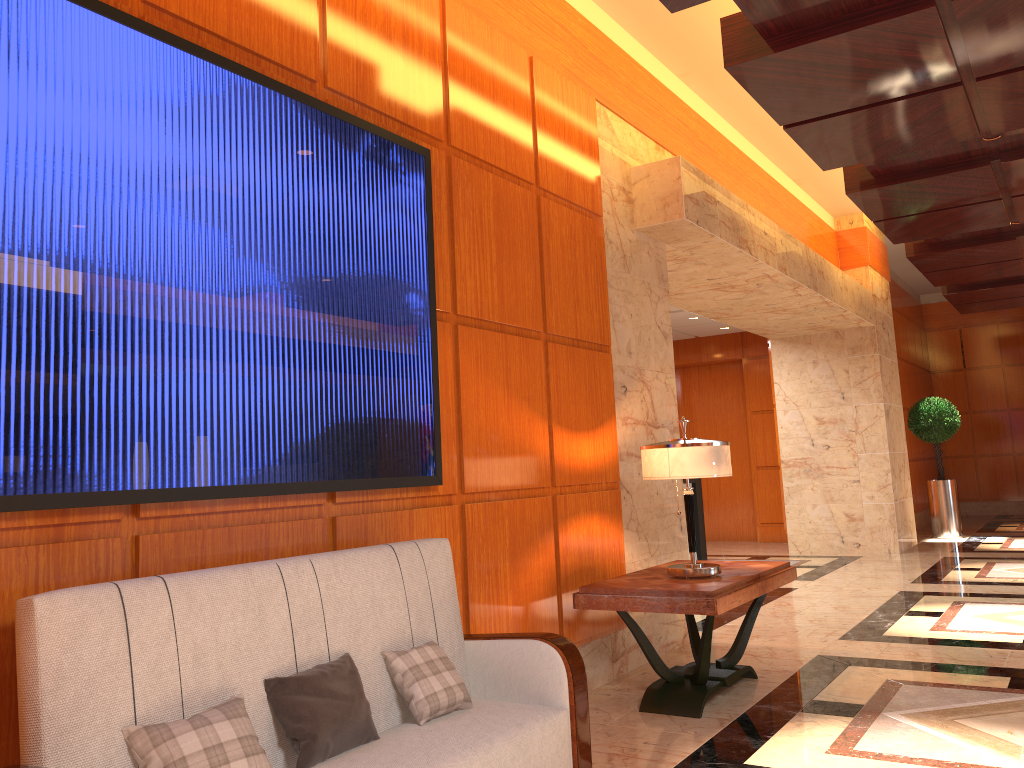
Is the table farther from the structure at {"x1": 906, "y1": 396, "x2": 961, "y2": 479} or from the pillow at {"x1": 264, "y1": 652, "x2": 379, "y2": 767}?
the structure at {"x1": 906, "y1": 396, "x2": 961, "y2": 479}

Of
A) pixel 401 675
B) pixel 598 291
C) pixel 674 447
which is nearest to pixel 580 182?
pixel 598 291

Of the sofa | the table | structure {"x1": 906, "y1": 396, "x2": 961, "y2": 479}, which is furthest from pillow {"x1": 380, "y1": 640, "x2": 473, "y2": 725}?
structure {"x1": 906, "y1": 396, "x2": 961, "y2": 479}

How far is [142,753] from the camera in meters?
2.1

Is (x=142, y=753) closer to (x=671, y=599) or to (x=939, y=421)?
(x=671, y=599)

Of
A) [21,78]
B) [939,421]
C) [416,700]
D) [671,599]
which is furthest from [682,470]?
[939,421]

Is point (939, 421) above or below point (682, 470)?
above

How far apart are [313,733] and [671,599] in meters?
2.0 m

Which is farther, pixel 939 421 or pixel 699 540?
pixel 939 421

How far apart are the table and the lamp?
0.03m
